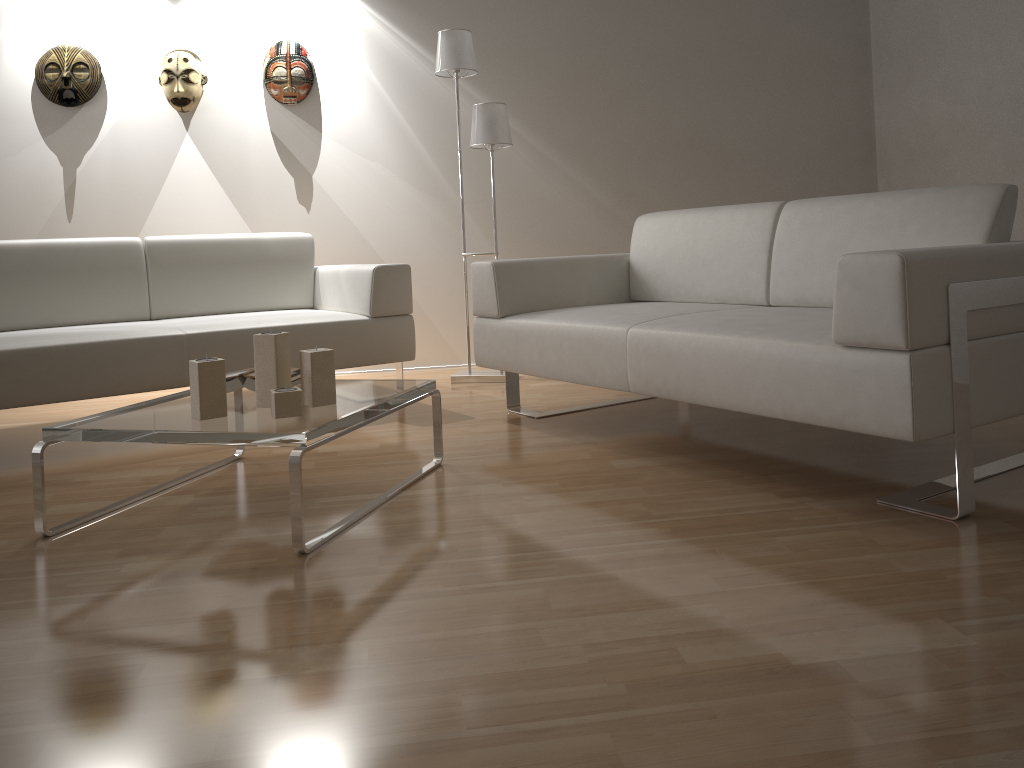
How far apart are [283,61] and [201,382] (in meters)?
2.81

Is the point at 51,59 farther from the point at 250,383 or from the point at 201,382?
the point at 201,382

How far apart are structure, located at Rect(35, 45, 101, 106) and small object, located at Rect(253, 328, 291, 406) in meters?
2.8 m

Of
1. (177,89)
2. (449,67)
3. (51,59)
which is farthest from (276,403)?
(51,59)

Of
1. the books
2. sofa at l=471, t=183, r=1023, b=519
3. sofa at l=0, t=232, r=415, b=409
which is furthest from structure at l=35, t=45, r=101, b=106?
the books

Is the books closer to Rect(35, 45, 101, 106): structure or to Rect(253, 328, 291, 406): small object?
Rect(253, 328, 291, 406): small object

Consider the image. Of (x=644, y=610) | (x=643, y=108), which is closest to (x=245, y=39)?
(x=643, y=108)

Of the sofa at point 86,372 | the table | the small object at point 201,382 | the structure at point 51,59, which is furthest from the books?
the structure at point 51,59

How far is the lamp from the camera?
3.93m

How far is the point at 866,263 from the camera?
1.8m
